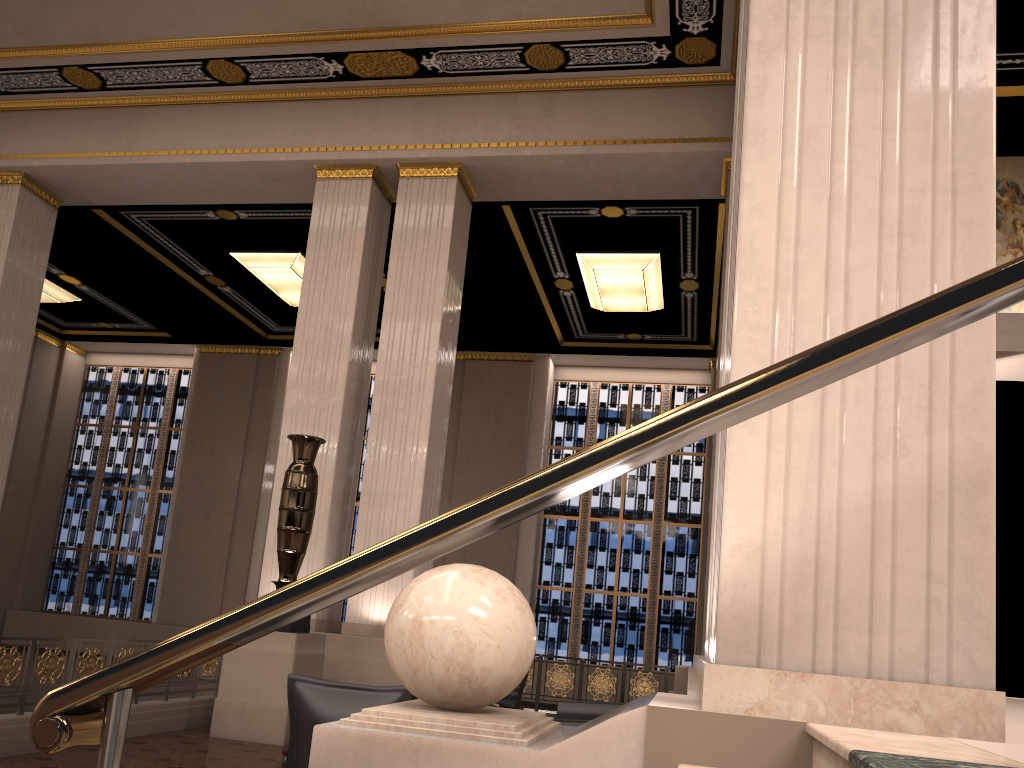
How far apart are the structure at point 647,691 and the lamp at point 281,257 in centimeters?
813cm

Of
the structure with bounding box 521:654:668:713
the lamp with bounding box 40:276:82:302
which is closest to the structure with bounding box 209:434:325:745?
the structure with bounding box 521:654:668:713

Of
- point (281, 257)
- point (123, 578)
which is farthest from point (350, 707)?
point (123, 578)

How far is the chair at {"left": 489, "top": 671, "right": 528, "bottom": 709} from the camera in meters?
7.6 m

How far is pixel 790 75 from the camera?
2.75m

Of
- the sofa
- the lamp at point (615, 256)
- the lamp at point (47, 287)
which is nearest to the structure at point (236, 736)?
the sofa

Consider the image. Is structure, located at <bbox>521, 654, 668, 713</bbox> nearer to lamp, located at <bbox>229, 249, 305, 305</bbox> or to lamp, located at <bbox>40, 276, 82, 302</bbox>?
lamp, located at <bbox>229, 249, 305, 305</bbox>

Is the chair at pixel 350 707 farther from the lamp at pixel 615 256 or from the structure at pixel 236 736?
the lamp at pixel 615 256

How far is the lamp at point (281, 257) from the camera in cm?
1364

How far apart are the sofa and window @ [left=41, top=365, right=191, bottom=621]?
13.49m
